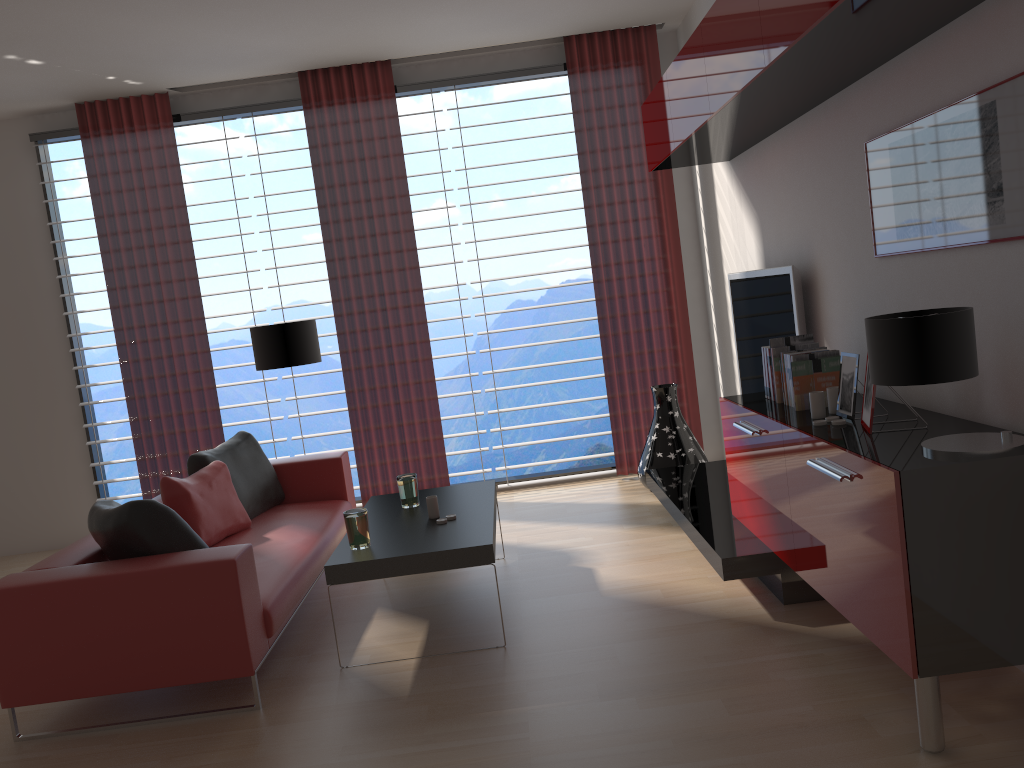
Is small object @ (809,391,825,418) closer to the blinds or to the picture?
the picture

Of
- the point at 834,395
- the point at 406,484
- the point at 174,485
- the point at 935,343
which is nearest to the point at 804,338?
the point at 834,395

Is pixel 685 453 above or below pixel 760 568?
above

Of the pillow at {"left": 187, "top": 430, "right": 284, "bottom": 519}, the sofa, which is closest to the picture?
the sofa

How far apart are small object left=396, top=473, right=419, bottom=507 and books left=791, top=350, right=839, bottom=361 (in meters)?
2.60

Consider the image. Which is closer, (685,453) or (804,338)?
(804,338)

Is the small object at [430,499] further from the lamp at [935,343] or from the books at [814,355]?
the lamp at [935,343]

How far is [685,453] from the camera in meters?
7.8 m

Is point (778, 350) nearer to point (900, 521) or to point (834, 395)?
point (834, 395)

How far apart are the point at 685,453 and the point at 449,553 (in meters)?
3.55
